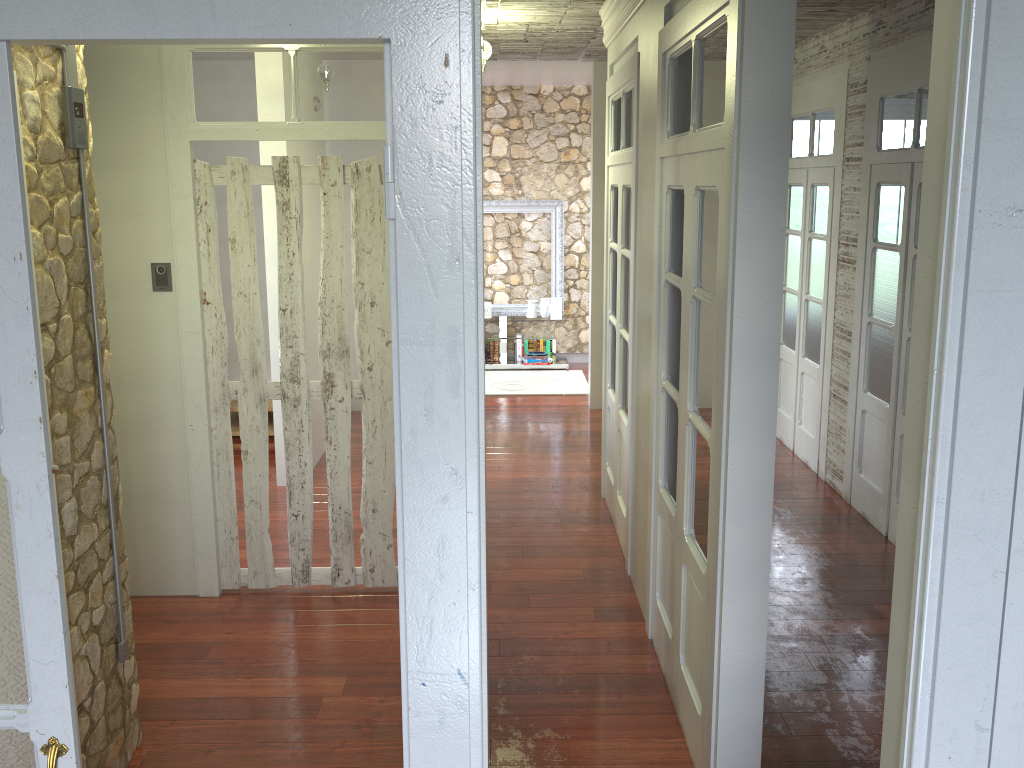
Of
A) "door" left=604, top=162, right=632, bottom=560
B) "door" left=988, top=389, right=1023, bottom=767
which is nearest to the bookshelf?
"door" left=604, top=162, right=632, bottom=560

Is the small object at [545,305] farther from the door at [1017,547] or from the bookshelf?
the door at [1017,547]

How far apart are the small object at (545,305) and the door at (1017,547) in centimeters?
816cm

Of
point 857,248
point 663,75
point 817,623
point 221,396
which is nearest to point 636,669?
point 817,623

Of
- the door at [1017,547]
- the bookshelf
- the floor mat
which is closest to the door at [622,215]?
the bookshelf

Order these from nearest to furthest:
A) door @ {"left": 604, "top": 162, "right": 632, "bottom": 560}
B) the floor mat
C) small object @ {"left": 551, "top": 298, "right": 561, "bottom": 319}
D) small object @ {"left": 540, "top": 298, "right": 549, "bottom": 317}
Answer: door @ {"left": 604, "top": 162, "right": 632, "bottom": 560} < the floor mat < small object @ {"left": 551, "top": 298, "right": 561, "bottom": 319} < small object @ {"left": 540, "top": 298, "right": 549, "bottom": 317}

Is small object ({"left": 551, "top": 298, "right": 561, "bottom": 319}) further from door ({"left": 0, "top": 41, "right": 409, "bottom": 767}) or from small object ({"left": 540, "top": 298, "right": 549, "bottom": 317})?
door ({"left": 0, "top": 41, "right": 409, "bottom": 767})

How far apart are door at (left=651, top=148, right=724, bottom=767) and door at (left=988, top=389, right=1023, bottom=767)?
1.41m

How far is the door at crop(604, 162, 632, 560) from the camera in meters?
4.7 m

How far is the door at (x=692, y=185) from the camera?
3.0m
